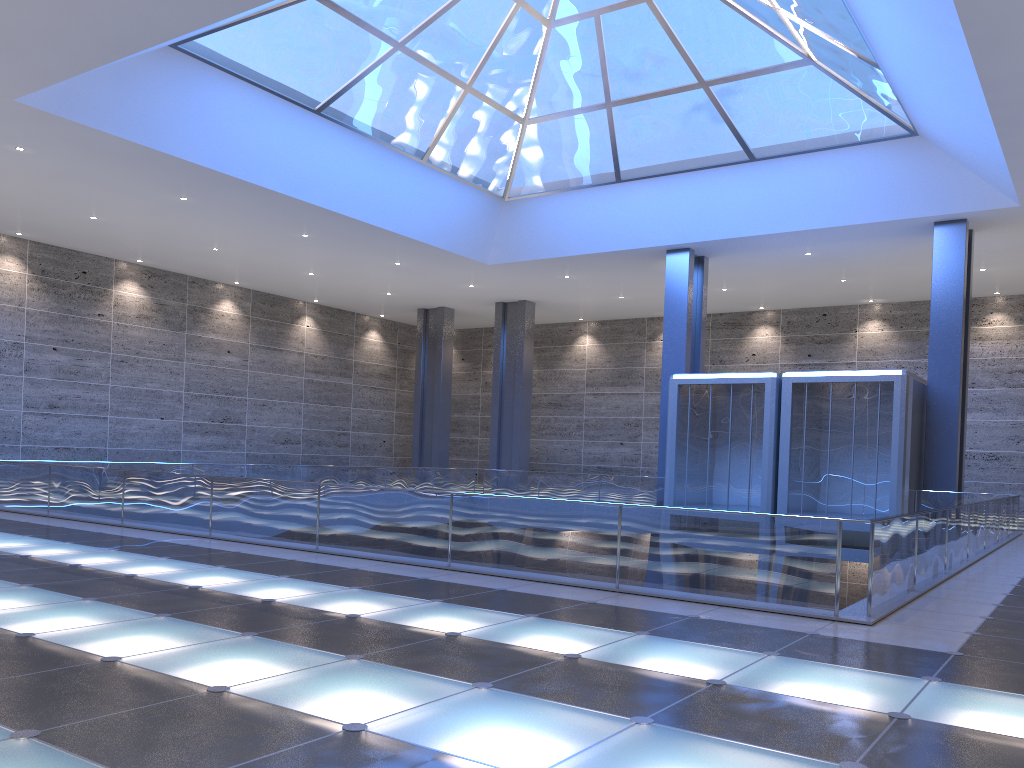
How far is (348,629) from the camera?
7.7 meters

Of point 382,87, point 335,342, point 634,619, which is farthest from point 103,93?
point 335,342
